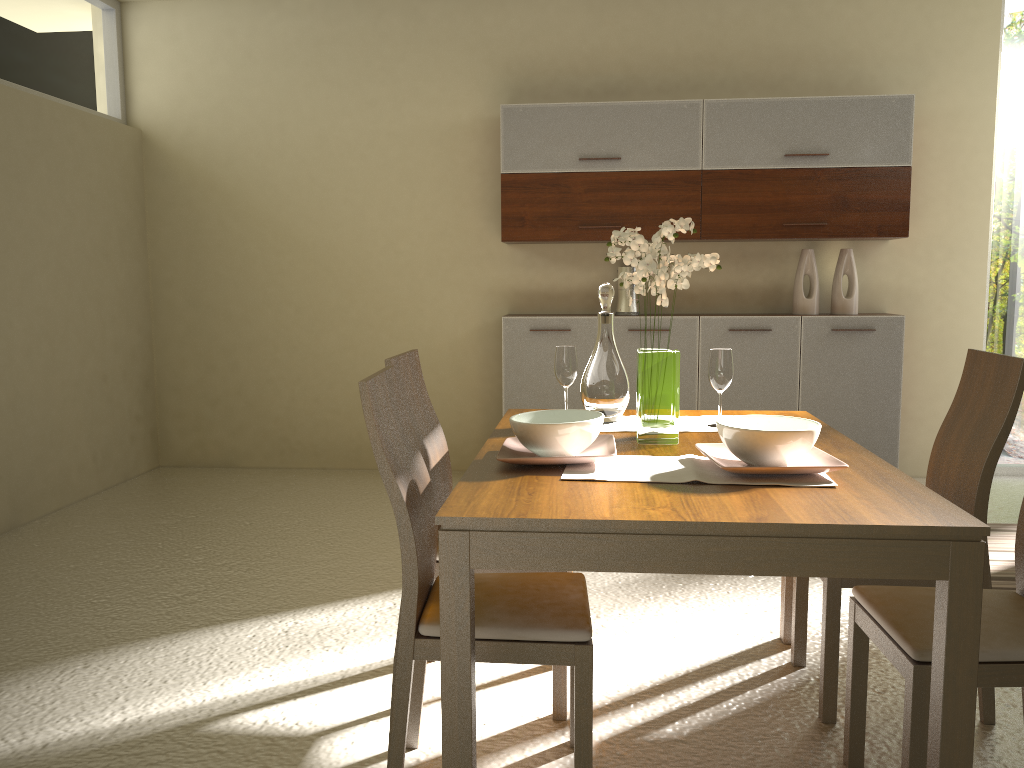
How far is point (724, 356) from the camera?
2.60m

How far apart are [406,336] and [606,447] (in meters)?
3.65

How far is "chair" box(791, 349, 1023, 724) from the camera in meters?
2.4 m

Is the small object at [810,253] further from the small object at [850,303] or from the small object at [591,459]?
the small object at [591,459]

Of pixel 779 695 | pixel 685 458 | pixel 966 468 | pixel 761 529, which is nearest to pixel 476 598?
pixel 685 458

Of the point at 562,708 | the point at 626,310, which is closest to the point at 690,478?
the point at 562,708

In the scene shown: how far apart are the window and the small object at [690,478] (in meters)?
4.06

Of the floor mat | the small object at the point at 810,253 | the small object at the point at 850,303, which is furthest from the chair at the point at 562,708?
the small object at the point at 850,303

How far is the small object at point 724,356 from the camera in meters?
2.6

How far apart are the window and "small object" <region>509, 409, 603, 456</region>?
3.8 meters
